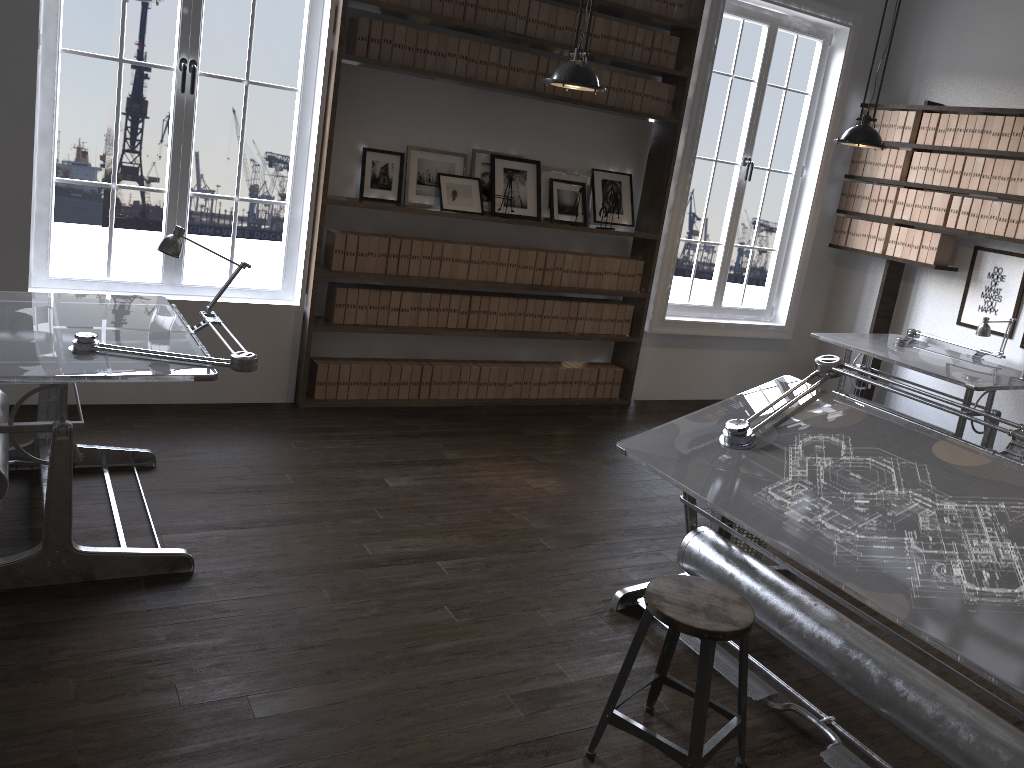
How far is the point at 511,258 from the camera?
5.78m

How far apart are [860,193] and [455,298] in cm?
335

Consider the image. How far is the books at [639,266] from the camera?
6.31m

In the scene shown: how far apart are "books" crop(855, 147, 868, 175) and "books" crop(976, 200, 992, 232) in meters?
1.1

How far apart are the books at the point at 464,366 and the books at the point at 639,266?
1.4m

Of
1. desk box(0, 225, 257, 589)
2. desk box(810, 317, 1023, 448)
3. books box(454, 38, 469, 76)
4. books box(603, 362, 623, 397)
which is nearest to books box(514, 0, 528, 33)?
books box(454, 38, 469, 76)

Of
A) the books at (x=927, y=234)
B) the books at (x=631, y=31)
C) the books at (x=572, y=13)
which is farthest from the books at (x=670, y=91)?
the books at (x=927, y=234)

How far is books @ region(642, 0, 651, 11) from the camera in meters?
5.7 m

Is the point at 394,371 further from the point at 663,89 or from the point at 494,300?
the point at 663,89

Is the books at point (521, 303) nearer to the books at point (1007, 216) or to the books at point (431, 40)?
the books at point (431, 40)
